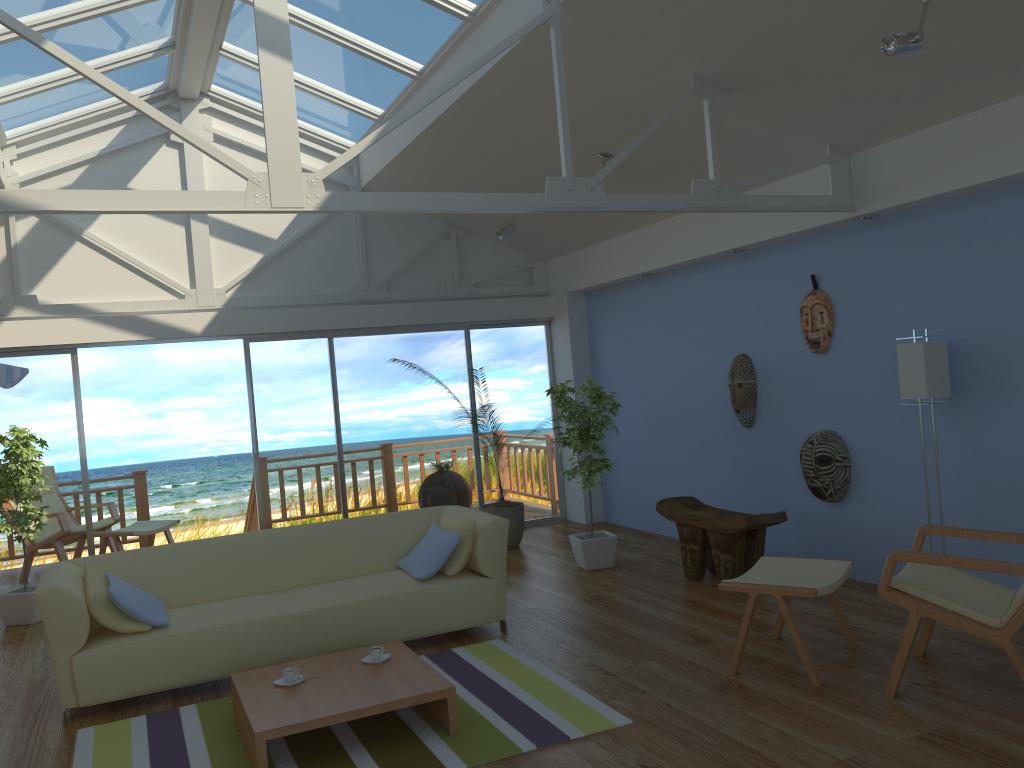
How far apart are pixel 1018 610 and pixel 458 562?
2.75m

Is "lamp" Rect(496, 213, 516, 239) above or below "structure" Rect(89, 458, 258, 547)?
above

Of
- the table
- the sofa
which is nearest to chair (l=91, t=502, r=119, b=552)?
the sofa

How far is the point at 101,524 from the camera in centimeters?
805cm

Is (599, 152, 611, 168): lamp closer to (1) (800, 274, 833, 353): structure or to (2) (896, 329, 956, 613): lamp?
(1) (800, 274, 833, 353): structure

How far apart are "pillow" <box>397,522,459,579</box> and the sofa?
0.0m

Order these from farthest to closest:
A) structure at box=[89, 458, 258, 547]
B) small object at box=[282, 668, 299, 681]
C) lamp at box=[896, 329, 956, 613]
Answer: structure at box=[89, 458, 258, 547], lamp at box=[896, 329, 956, 613], small object at box=[282, 668, 299, 681]

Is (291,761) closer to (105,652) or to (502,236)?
(105,652)

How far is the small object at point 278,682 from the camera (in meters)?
3.82

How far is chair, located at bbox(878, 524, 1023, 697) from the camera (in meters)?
3.42
